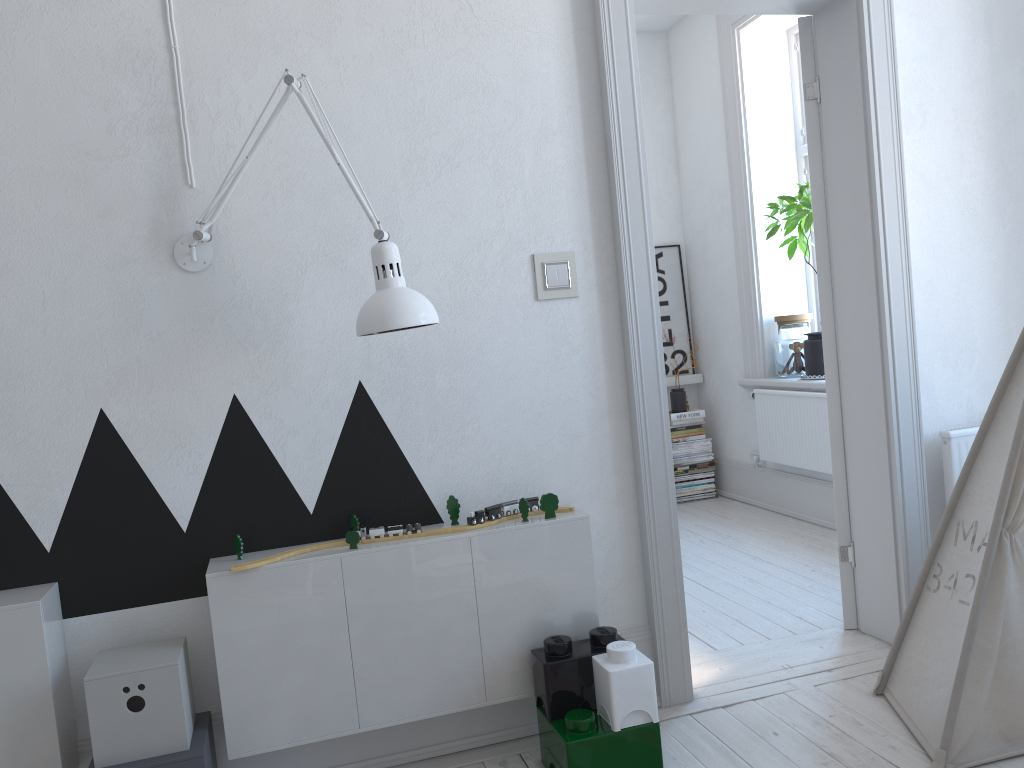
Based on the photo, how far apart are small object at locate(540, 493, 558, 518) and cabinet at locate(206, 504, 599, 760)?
0.0 meters

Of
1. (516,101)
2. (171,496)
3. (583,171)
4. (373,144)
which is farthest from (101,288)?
(583,171)

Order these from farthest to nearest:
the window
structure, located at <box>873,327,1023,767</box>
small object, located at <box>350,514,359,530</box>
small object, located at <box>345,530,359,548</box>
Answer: the window < small object, located at <box>350,514,359,530</box> < small object, located at <box>345,530,359,548</box> < structure, located at <box>873,327,1023,767</box>

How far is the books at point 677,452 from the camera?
5.4 meters

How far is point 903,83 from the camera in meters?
2.8 m

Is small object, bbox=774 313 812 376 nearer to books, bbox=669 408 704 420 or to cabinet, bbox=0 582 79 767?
books, bbox=669 408 704 420

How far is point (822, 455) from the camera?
4.4m

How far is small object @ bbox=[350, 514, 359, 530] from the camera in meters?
2.3 m

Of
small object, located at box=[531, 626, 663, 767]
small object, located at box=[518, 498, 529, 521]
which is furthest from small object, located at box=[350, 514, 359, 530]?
small object, located at box=[531, 626, 663, 767]

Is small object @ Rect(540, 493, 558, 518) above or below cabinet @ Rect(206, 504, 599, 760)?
above
